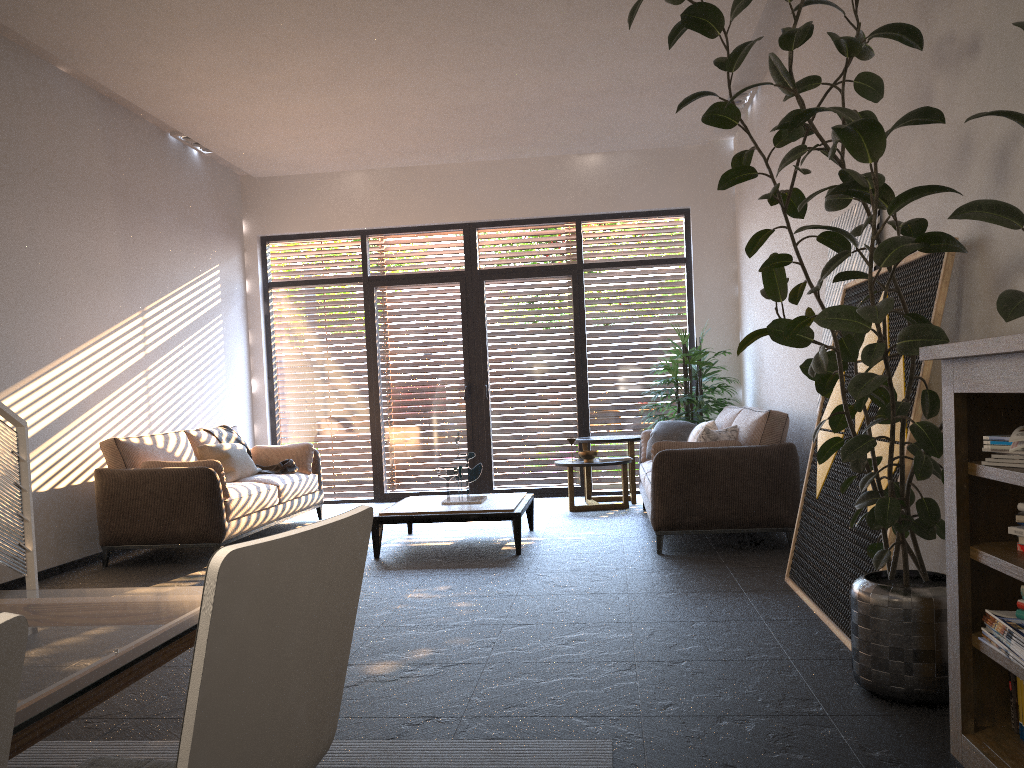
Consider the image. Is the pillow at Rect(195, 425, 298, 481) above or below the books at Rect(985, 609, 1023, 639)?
above

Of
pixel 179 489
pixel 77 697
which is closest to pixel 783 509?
pixel 179 489

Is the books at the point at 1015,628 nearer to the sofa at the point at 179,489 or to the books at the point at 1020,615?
the books at the point at 1020,615

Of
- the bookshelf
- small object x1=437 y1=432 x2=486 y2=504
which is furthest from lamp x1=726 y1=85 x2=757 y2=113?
the bookshelf

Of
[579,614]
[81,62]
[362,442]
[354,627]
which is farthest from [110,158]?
[579,614]

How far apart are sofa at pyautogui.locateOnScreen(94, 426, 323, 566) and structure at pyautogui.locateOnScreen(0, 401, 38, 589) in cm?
176

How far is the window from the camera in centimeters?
926cm

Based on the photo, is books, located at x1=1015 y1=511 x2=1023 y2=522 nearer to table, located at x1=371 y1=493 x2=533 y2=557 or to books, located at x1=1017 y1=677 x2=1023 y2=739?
books, located at x1=1017 y1=677 x2=1023 y2=739

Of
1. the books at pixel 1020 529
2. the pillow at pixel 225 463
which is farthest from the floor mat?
the pillow at pixel 225 463

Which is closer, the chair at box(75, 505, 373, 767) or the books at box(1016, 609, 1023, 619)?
the chair at box(75, 505, 373, 767)
